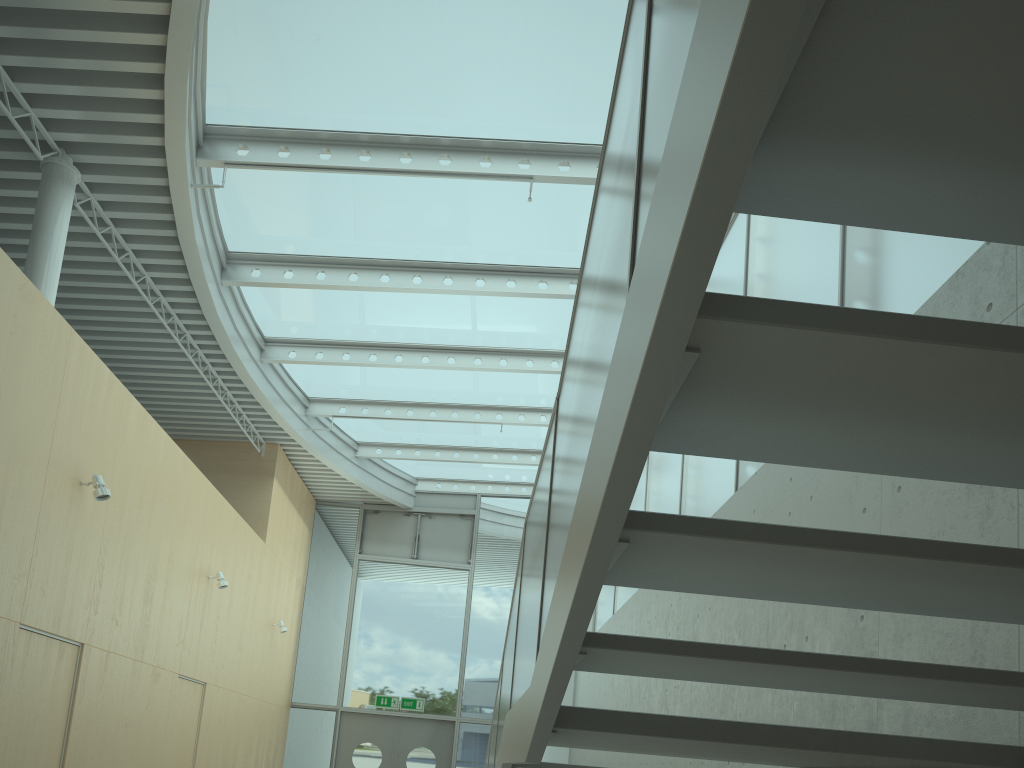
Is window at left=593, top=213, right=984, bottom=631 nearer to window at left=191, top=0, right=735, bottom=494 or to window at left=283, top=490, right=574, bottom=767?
window at left=191, top=0, right=735, bottom=494

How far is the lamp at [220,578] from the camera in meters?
9.0

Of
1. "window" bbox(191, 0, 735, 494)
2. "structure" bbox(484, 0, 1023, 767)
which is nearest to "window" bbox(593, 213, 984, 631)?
"window" bbox(191, 0, 735, 494)

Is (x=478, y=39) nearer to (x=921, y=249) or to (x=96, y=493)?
(x=921, y=249)

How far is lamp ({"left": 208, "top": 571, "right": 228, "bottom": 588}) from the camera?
9.0 meters

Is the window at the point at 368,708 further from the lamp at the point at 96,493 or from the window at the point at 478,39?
the lamp at the point at 96,493

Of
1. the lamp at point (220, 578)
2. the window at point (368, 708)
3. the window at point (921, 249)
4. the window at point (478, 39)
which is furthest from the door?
the lamp at point (220, 578)

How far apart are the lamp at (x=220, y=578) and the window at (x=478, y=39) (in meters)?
2.48

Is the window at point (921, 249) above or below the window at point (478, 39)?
below

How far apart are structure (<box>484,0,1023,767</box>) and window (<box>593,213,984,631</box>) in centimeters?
186cm
